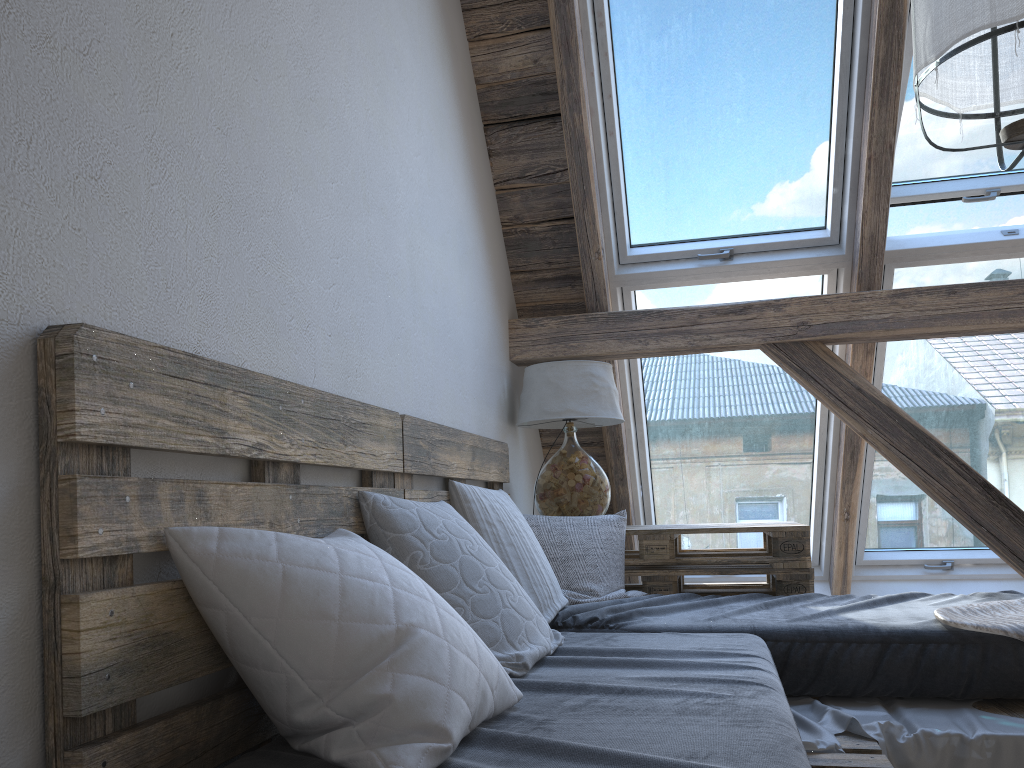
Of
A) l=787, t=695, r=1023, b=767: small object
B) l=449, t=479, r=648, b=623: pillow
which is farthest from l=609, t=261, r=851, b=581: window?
l=787, t=695, r=1023, b=767: small object

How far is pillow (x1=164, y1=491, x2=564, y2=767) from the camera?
1.0 meters

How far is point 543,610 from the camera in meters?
2.2 m

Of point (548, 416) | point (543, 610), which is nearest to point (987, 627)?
point (543, 610)

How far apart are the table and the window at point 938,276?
0.6 meters

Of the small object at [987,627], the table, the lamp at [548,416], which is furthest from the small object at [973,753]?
the lamp at [548,416]

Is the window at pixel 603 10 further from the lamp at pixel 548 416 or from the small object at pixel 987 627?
the small object at pixel 987 627

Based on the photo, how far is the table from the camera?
2.85m

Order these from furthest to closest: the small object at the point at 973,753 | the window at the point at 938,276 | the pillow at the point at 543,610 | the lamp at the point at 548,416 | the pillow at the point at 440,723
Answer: the window at the point at 938,276, the lamp at the point at 548,416, the pillow at the point at 543,610, the small object at the point at 973,753, the pillow at the point at 440,723

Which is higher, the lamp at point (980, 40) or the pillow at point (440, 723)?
the lamp at point (980, 40)
